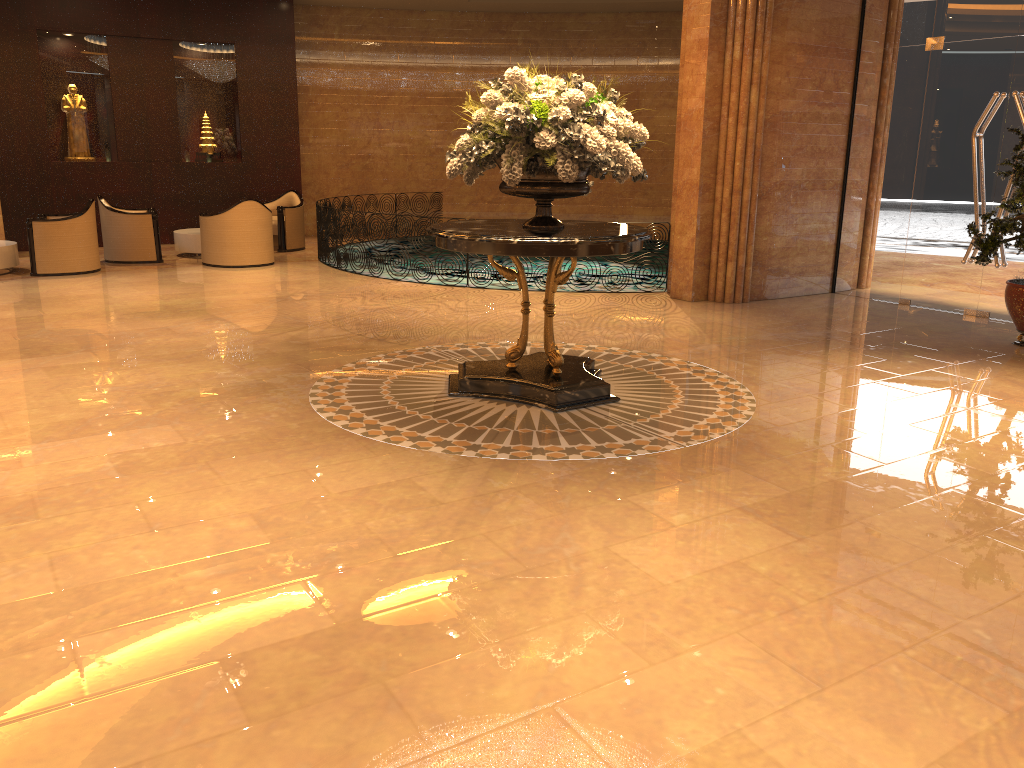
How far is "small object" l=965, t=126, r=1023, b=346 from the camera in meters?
7.2

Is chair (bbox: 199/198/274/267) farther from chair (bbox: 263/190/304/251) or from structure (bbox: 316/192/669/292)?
chair (bbox: 263/190/304/251)

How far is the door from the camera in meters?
8.6

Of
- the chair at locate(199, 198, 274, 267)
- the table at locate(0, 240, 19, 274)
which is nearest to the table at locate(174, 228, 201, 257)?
the chair at locate(199, 198, 274, 267)

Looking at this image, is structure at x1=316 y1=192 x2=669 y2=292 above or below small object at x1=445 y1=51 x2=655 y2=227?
below

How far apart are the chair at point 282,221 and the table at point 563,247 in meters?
8.3

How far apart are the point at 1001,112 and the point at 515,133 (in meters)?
5.98

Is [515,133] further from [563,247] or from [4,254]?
[4,254]

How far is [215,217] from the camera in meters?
11.7

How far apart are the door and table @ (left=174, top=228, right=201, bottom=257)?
9.4 meters
